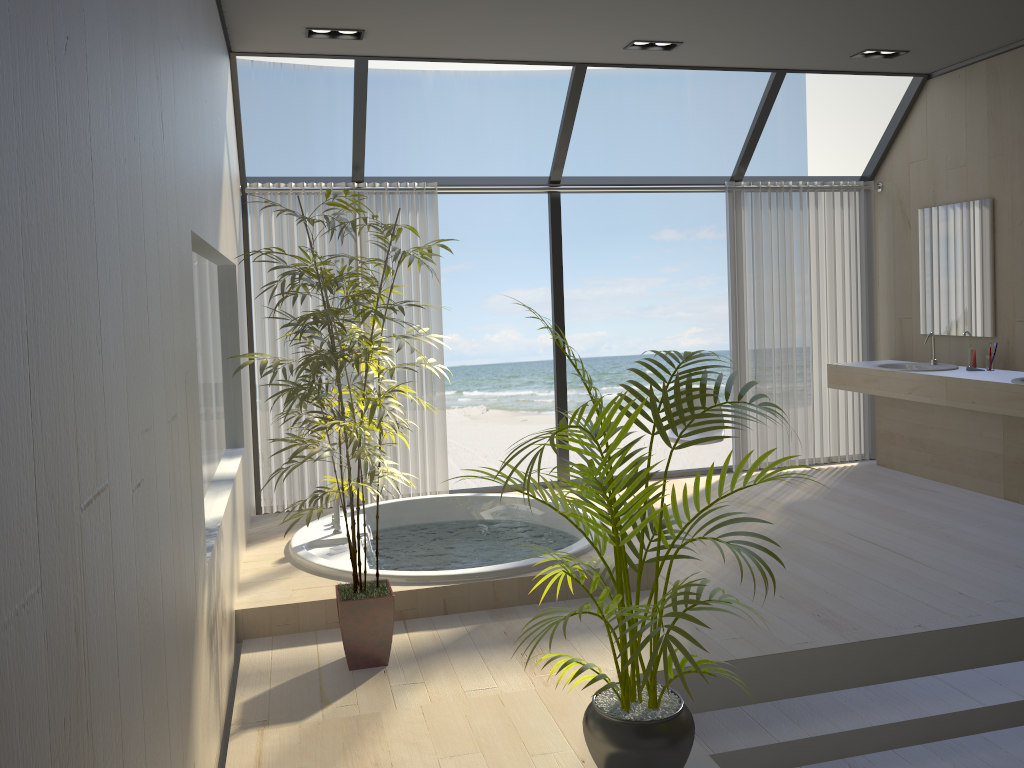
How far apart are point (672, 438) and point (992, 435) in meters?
2.0 m

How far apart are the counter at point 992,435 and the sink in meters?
0.1 m

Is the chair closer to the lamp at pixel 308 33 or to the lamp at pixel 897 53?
the lamp at pixel 897 53

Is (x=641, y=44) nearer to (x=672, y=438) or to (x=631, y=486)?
(x=672, y=438)

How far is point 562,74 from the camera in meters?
16.2 m

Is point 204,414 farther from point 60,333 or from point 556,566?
point 60,333

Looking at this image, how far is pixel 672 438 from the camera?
5.8m

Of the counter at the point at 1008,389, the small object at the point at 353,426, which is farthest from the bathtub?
the counter at the point at 1008,389

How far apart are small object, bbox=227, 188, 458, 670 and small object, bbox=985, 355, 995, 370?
3.8m

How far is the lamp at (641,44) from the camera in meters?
5.0 m
